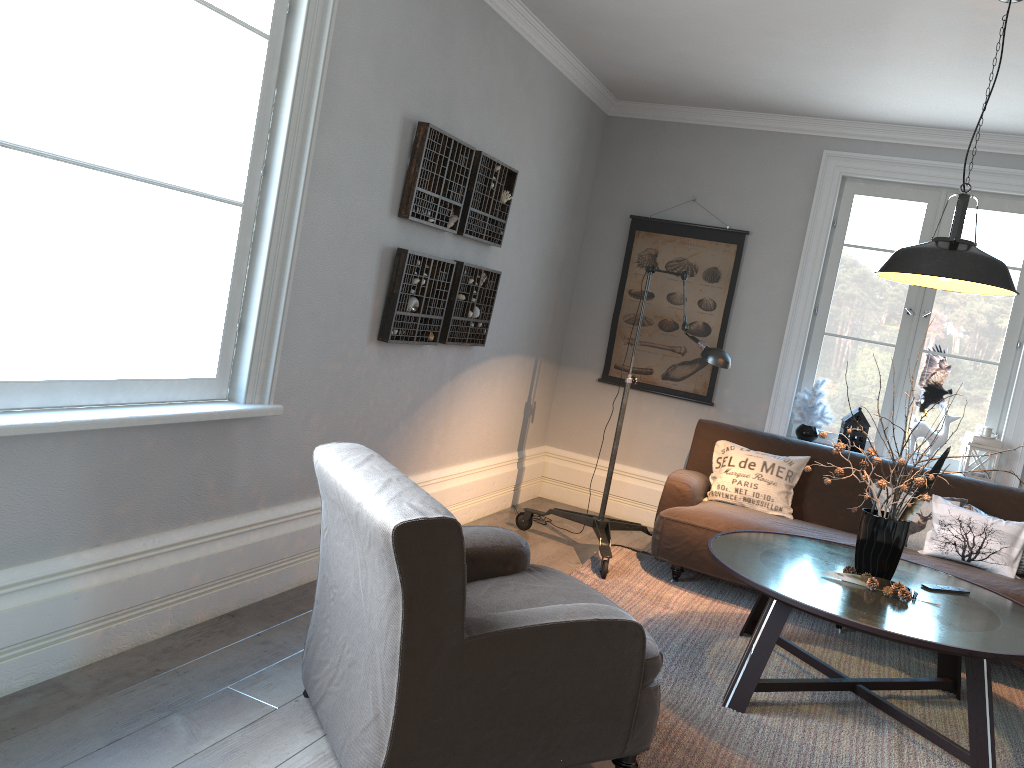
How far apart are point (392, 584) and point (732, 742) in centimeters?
152cm

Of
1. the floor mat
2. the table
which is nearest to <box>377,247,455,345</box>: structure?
the floor mat

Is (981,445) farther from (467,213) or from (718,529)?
(467,213)

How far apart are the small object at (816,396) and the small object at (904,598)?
2.01m

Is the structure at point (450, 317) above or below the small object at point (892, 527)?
above

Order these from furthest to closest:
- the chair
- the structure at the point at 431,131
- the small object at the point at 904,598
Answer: the structure at the point at 431,131, the small object at the point at 904,598, the chair

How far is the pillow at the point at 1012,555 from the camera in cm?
429

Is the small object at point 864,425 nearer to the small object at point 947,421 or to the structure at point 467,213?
the small object at point 947,421

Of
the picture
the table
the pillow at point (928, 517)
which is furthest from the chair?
the picture

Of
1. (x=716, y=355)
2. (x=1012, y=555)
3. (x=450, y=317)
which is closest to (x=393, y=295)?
(x=450, y=317)
